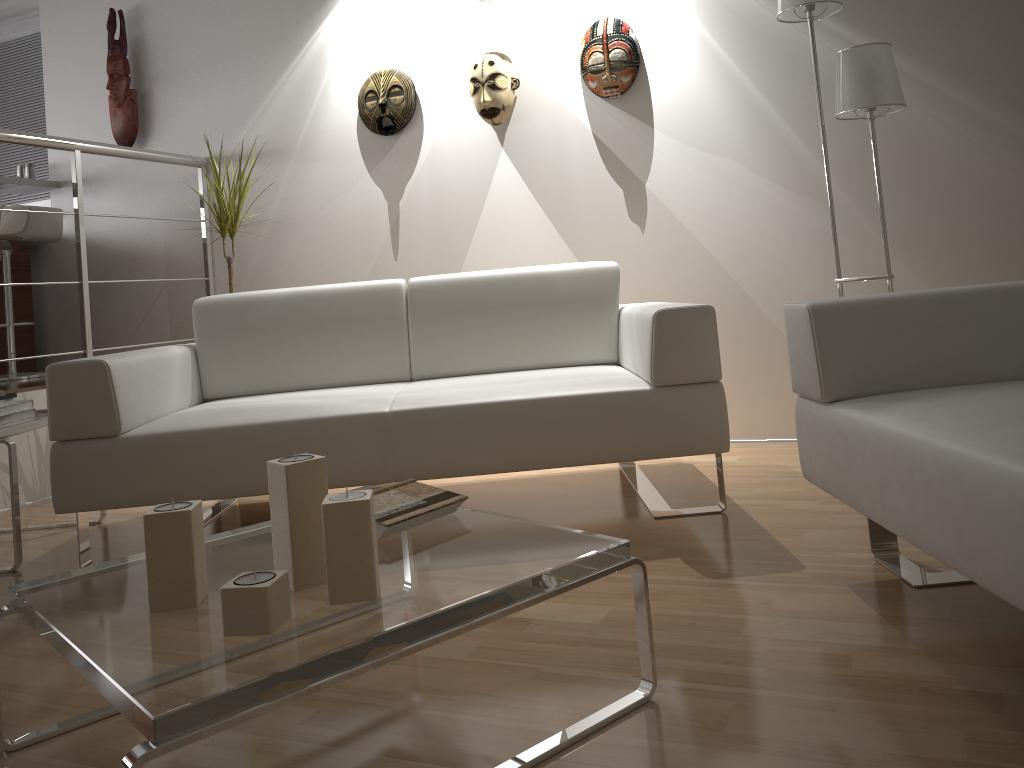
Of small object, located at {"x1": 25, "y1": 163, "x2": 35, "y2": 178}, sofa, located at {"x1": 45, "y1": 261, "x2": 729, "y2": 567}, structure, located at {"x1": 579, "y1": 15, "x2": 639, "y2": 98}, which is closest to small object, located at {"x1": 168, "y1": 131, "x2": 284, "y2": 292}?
sofa, located at {"x1": 45, "y1": 261, "x2": 729, "y2": 567}

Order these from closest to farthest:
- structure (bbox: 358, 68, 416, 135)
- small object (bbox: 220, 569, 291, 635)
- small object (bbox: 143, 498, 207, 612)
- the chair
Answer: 1. small object (bbox: 220, 569, 291, 635)
2. small object (bbox: 143, 498, 207, 612)
3. structure (bbox: 358, 68, 416, 135)
4. the chair

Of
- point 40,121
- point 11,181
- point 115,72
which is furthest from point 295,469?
Answer: point 40,121

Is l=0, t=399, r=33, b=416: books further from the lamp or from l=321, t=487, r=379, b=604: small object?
the lamp

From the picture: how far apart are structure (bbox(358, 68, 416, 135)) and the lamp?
1.7m

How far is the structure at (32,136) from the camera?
3.6m

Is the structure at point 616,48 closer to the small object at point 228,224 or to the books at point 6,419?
the small object at point 228,224

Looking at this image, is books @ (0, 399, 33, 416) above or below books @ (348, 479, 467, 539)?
above

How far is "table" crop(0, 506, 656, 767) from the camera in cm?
102

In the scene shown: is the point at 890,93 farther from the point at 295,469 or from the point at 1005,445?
A: the point at 295,469
